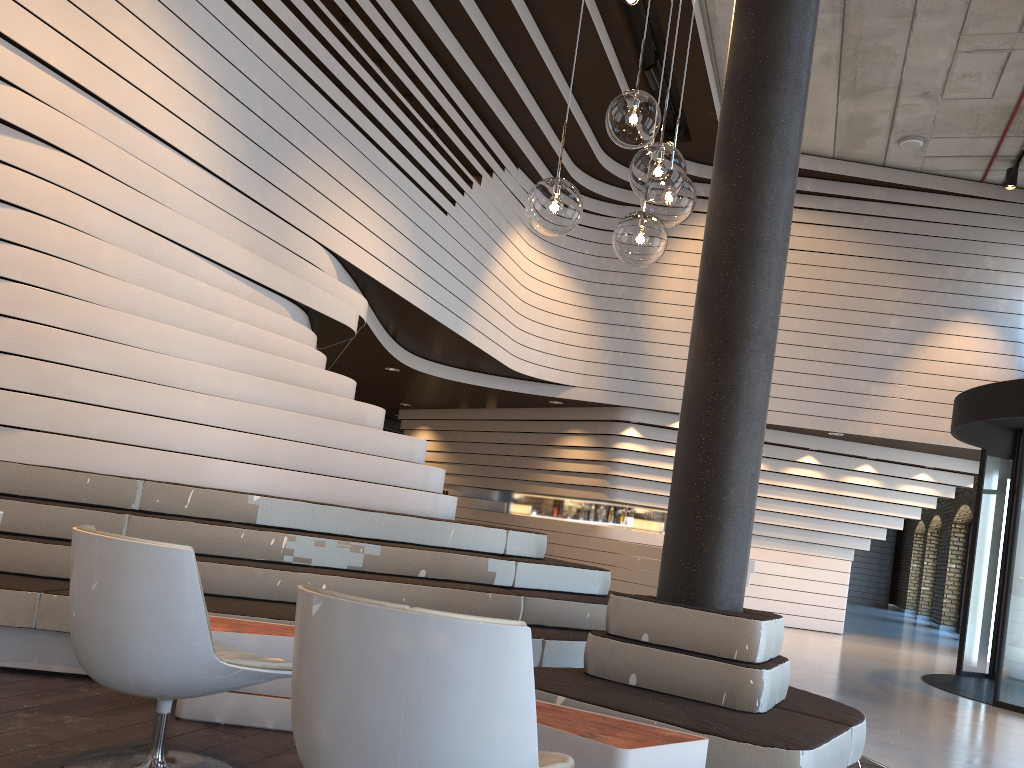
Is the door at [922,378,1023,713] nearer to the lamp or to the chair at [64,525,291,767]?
the lamp

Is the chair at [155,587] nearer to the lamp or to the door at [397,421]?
the lamp

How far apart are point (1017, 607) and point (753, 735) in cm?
546

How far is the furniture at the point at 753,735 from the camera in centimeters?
291cm

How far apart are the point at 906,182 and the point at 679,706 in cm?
1029

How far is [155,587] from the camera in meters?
2.5

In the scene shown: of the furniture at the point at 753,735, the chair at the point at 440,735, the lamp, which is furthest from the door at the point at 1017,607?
the chair at the point at 440,735

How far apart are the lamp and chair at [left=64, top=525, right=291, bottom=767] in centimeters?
136cm

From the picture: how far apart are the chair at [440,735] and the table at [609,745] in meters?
0.4

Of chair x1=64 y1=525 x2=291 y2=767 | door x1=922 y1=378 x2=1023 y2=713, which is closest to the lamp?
chair x1=64 y1=525 x2=291 y2=767
